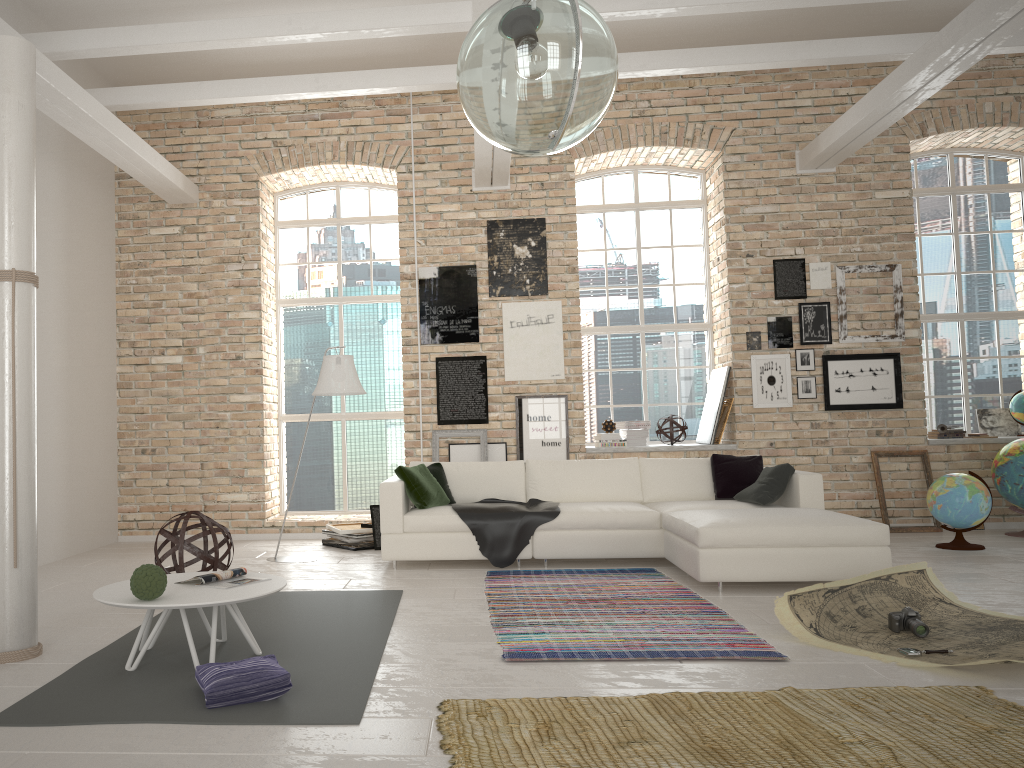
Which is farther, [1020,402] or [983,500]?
[1020,402]

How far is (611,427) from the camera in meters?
8.8

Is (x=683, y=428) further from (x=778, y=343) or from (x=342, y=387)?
(x=342, y=387)

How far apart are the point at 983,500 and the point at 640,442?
2.9m

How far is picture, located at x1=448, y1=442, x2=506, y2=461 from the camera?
8.7 meters

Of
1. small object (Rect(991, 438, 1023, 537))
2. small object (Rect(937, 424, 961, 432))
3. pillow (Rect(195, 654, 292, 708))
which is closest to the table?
pillow (Rect(195, 654, 292, 708))

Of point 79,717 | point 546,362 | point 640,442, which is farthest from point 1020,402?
point 79,717

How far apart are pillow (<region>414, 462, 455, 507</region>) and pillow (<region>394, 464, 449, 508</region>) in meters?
0.2

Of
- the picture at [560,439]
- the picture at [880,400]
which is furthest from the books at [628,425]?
the picture at [880,400]

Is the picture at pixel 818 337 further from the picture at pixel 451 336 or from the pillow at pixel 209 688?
the pillow at pixel 209 688
